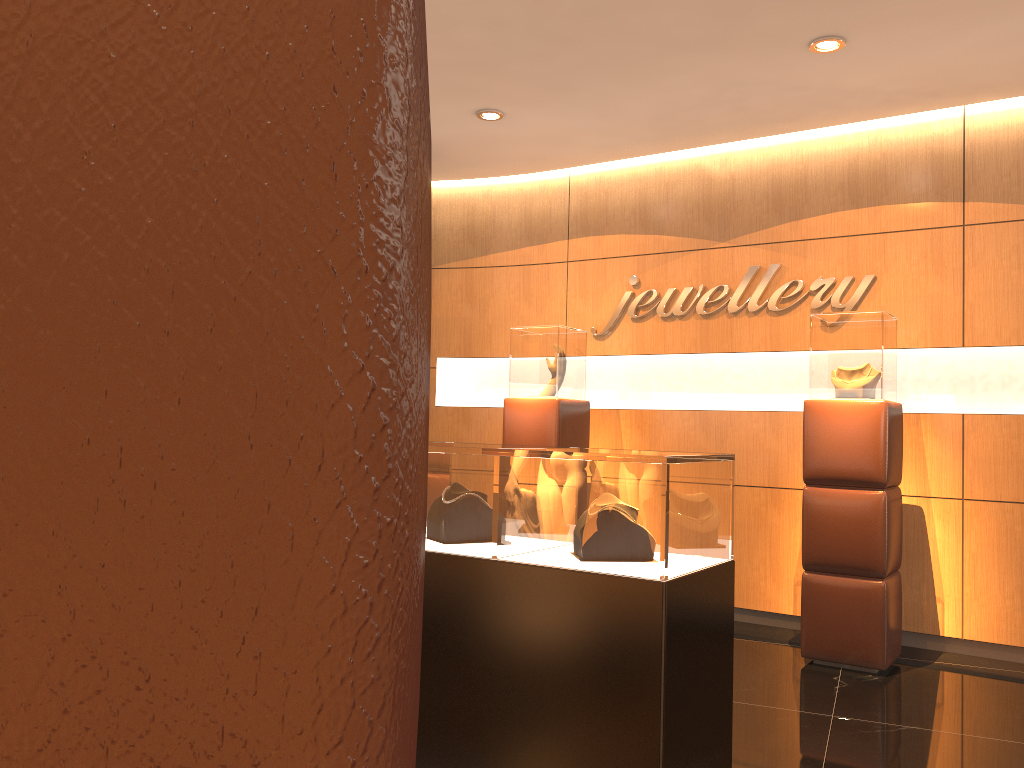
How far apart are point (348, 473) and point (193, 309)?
0.1 meters

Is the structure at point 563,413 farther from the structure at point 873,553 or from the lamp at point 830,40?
the lamp at point 830,40

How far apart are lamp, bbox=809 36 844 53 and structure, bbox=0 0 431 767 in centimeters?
476cm

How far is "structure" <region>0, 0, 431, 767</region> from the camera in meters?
0.2

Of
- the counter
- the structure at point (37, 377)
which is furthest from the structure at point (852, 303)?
the structure at point (37, 377)

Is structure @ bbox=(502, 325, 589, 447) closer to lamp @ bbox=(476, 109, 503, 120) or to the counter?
lamp @ bbox=(476, 109, 503, 120)

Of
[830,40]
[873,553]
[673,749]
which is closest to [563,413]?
[873,553]

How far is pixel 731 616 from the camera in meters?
3.1 m

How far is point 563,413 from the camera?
6.03m

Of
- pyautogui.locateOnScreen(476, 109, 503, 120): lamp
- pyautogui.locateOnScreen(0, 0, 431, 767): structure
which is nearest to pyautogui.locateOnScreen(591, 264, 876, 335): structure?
pyautogui.locateOnScreen(476, 109, 503, 120): lamp
